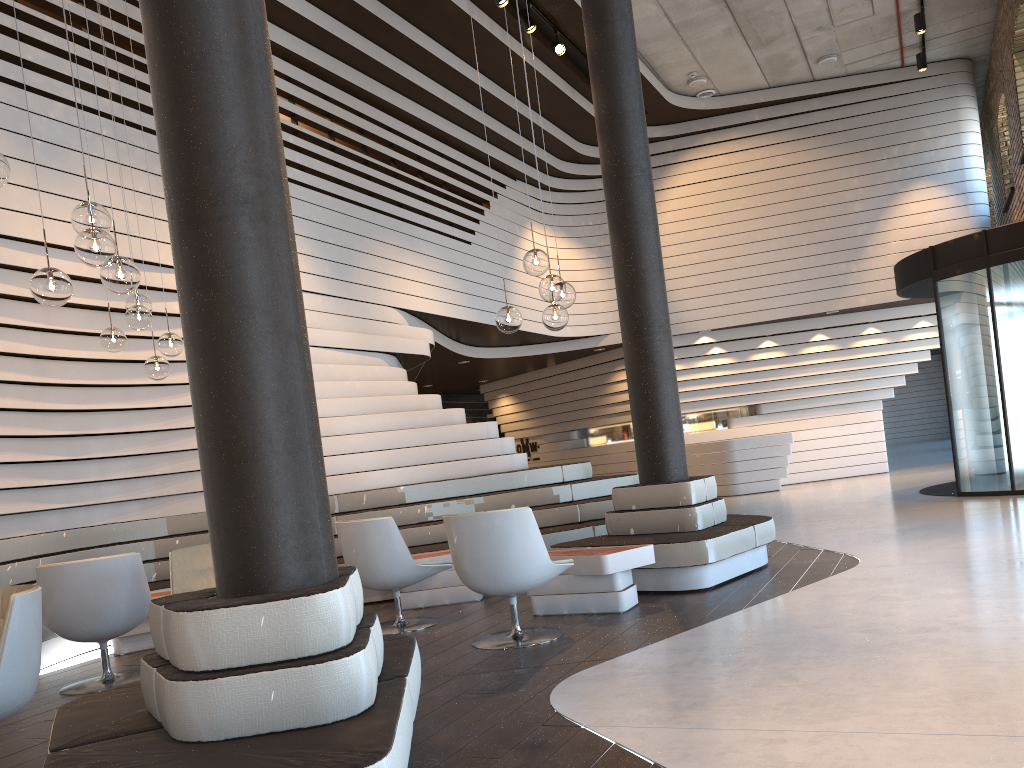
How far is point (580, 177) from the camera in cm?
1464

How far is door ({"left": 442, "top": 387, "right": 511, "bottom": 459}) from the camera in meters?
19.3

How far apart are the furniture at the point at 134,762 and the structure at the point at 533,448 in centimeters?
1447cm

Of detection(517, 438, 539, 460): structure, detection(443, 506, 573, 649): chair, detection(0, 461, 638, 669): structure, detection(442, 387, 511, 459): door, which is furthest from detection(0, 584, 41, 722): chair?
detection(442, 387, 511, 459): door

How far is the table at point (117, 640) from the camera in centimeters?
607cm

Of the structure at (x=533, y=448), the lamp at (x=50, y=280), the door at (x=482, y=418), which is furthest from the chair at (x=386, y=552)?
the door at (x=482, y=418)

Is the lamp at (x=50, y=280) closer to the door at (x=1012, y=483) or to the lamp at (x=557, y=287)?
the lamp at (x=557, y=287)

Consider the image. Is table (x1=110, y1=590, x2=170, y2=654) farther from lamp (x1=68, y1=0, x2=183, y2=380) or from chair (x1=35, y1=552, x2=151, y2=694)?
lamp (x1=68, y1=0, x2=183, y2=380)

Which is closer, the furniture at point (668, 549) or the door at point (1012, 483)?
the furniture at point (668, 549)

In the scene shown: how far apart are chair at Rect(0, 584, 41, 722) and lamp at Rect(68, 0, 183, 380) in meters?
2.6 m
